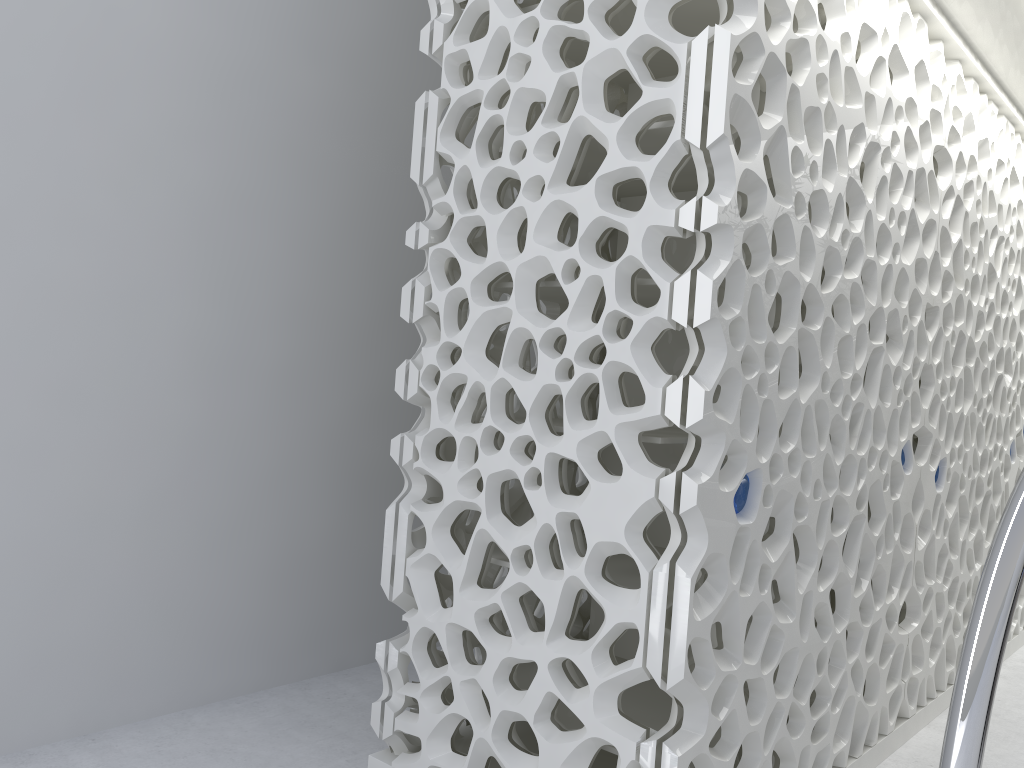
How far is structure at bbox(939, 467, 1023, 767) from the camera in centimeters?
139cm

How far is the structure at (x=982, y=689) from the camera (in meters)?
1.39

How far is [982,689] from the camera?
1.4 meters
